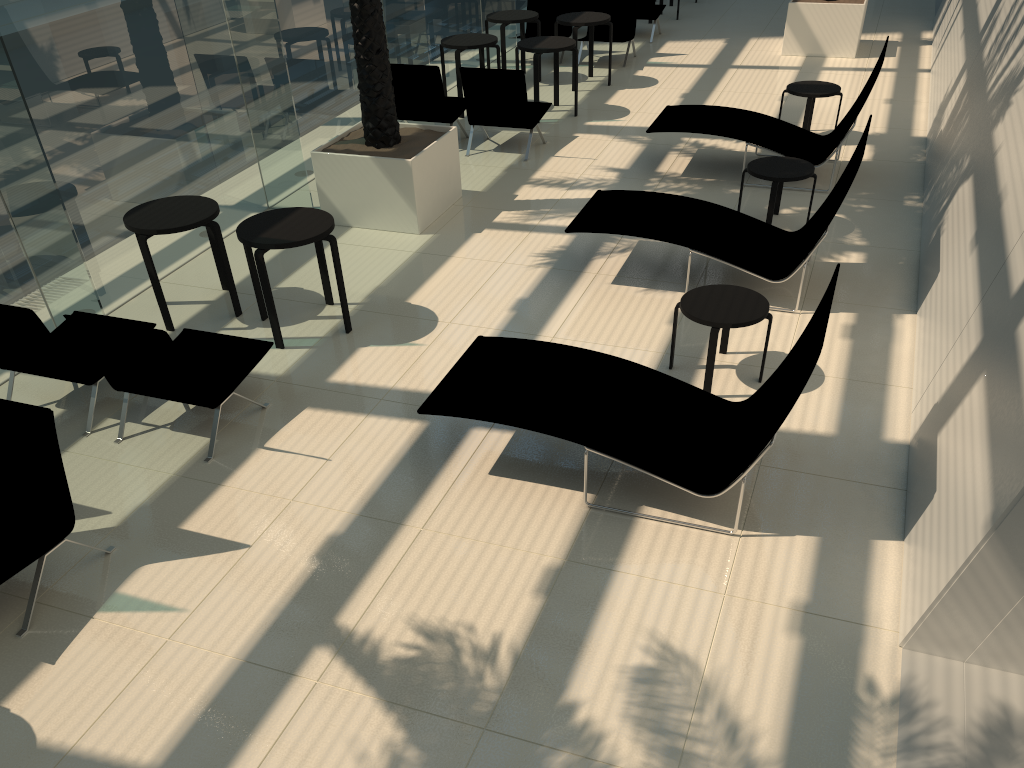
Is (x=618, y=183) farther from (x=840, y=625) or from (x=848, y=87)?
(x=840, y=625)

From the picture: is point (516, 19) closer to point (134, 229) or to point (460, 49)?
point (460, 49)

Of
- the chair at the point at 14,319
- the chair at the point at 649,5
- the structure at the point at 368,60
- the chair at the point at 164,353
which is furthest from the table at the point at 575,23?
the chair at the point at 14,319

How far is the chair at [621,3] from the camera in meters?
13.2

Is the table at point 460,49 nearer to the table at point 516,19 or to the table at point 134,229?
the table at point 516,19

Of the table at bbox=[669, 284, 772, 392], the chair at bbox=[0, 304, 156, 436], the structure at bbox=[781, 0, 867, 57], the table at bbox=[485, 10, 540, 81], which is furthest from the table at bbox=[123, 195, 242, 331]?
the structure at bbox=[781, 0, 867, 57]

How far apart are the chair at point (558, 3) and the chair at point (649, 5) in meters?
1.4

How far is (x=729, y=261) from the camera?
6.6 meters

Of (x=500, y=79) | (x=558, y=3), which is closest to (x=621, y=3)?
(x=558, y=3)

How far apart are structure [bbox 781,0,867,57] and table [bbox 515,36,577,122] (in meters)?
4.12
